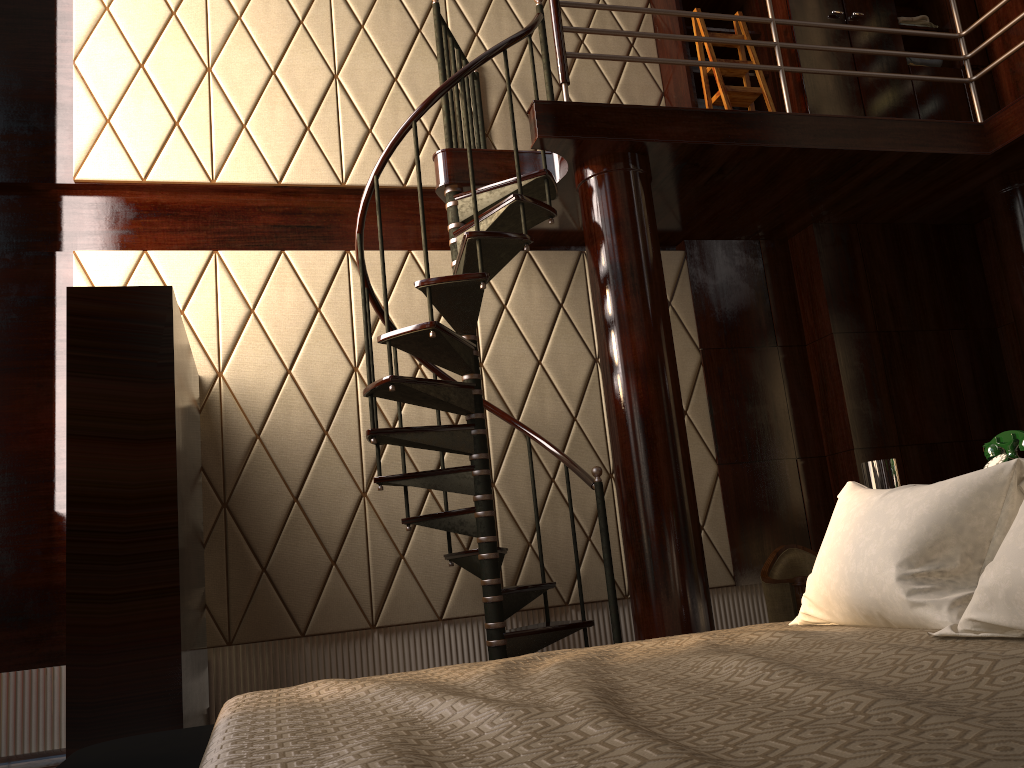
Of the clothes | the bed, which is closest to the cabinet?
the clothes

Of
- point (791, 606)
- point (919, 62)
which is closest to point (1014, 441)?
point (791, 606)

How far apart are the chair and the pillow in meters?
1.8 m

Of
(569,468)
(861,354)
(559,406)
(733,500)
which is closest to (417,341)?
(569,468)

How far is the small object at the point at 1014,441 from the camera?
2.3 meters

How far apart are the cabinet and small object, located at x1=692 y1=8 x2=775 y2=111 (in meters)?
0.10

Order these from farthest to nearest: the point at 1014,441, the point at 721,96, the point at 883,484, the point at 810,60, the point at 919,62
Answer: the point at 919,62
the point at 810,60
the point at 721,96
the point at 883,484
the point at 1014,441

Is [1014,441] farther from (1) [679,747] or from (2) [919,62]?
(2) [919,62]

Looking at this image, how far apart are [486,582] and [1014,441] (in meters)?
1.94

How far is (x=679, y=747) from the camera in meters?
0.8 m
